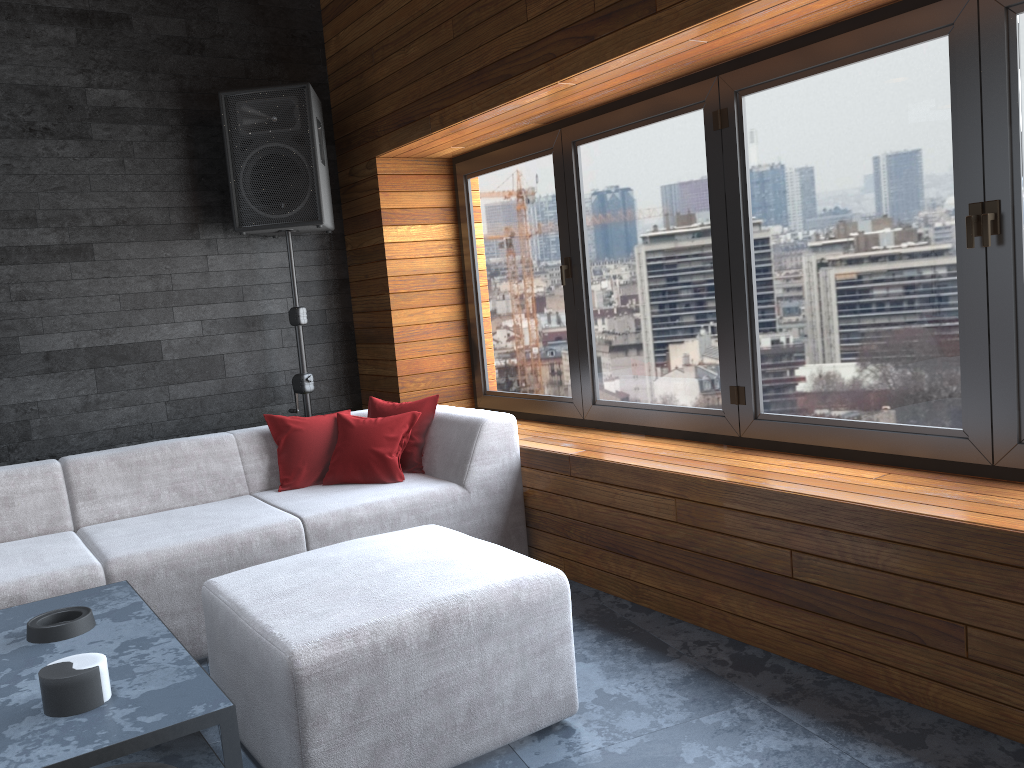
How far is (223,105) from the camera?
4.3 meters

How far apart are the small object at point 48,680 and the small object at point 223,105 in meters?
2.8

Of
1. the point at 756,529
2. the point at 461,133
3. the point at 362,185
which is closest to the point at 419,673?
the point at 756,529

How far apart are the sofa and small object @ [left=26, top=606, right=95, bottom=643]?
0.3m

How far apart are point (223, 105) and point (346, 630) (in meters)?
3.14

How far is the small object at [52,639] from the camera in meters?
2.2 m

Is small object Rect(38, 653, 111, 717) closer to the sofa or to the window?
the sofa

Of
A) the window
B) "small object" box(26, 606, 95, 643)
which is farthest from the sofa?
the window

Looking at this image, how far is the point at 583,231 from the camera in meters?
4.0 m

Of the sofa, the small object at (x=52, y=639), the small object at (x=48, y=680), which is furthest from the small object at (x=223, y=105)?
the small object at (x=48, y=680)
